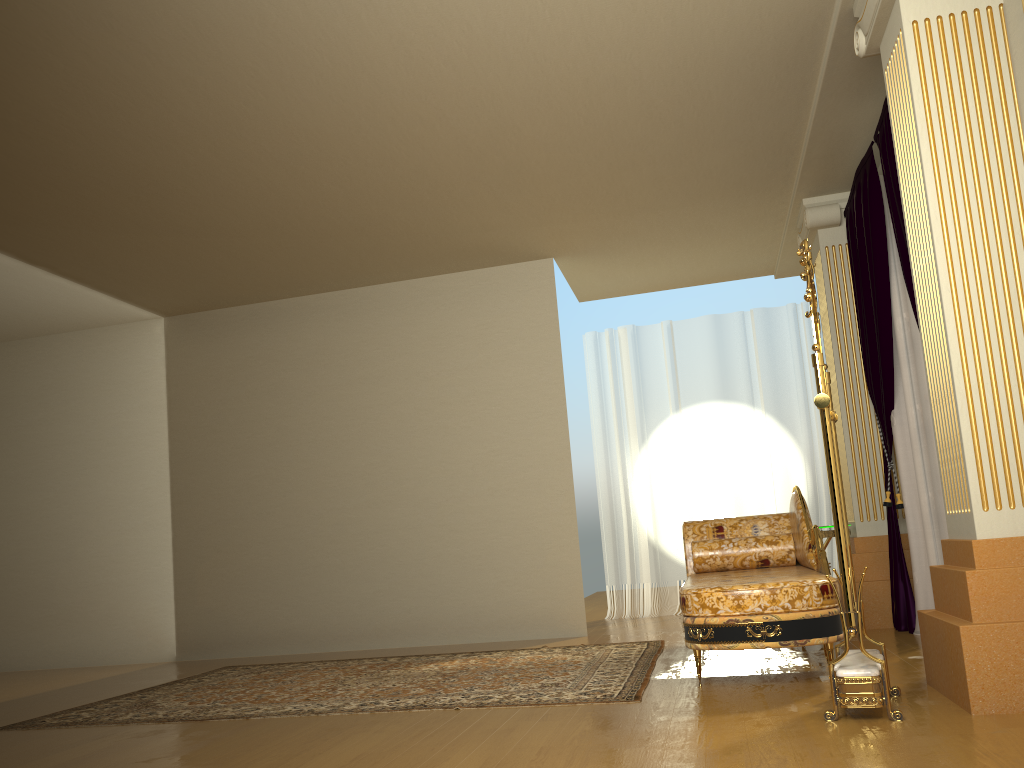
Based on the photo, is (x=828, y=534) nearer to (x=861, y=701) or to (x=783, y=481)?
(x=783, y=481)

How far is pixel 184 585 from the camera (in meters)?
6.91

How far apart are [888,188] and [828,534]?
2.05m

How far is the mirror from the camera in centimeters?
280cm

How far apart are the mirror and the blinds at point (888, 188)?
0.9 meters

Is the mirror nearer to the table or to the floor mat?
the floor mat

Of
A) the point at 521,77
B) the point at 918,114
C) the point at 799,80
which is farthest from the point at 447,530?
the point at 918,114

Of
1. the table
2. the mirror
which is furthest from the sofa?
the table

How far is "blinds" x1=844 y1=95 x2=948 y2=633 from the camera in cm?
435

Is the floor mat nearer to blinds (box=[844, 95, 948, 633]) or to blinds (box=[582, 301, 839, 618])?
blinds (box=[844, 95, 948, 633])
